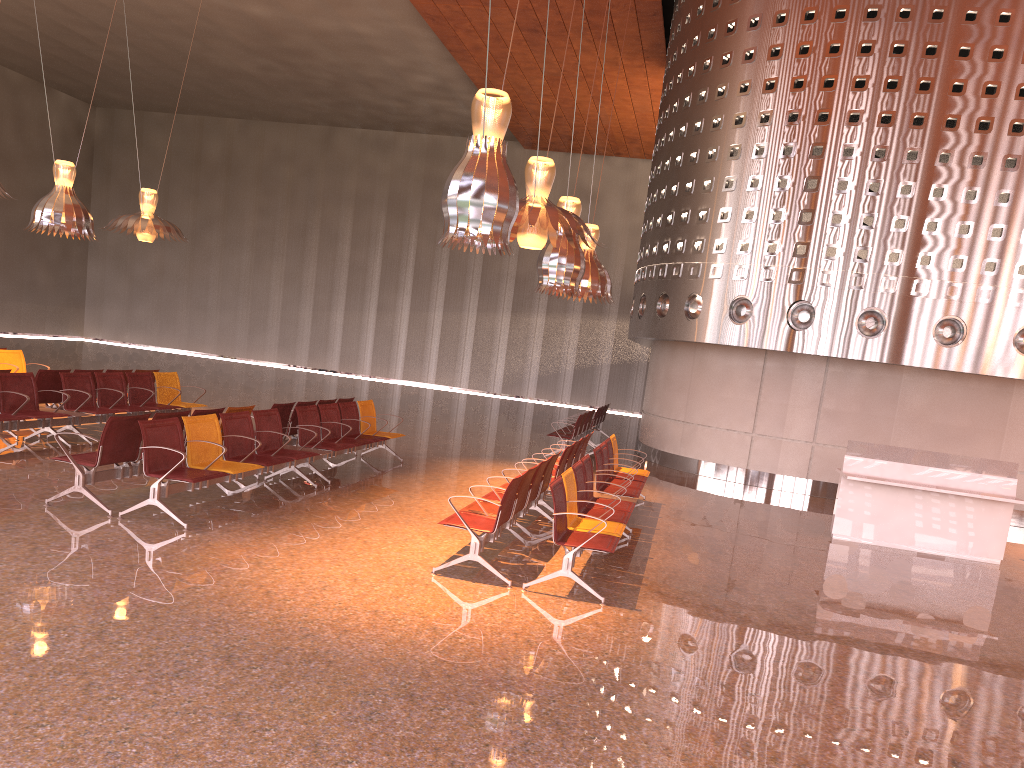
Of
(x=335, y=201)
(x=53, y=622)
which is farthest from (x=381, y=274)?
(x=53, y=622)
